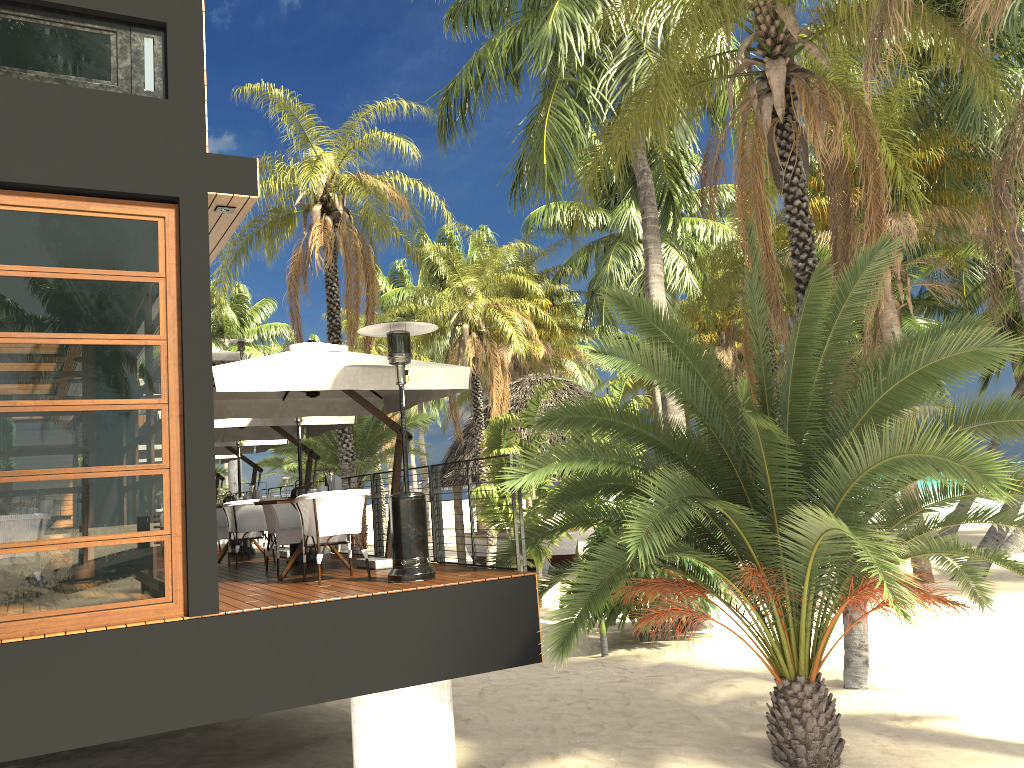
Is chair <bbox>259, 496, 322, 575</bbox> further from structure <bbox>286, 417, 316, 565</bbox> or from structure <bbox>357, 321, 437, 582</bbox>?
structure <bbox>357, 321, 437, 582</bbox>

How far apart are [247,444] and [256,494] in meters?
2.5

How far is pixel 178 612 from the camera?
6.02m

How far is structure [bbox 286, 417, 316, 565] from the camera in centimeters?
Result: 1012cm

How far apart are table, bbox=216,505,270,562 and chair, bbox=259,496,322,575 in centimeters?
231cm

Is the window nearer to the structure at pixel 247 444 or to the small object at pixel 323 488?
the small object at pixel 323 488

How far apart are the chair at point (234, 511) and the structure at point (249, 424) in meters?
0.5

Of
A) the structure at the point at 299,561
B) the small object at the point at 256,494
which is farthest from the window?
the small object at the point at 256,494

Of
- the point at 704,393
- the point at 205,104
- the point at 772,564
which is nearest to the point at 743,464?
the point at 704,393

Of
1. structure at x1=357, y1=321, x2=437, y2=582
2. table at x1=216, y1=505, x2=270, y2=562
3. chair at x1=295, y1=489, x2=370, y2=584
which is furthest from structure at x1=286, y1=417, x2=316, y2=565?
structure at x1=357, y1=321, x2=437, y2=582
